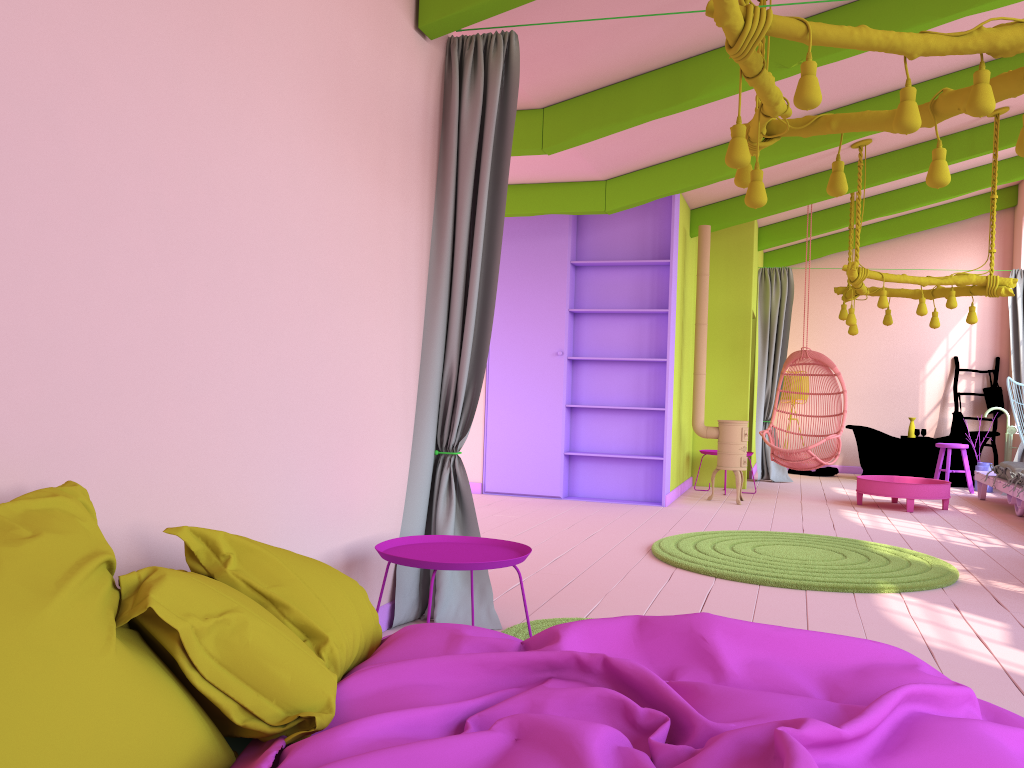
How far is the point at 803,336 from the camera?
9.7 meters

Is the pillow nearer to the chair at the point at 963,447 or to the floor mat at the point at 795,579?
the floor mat at the point at 795,579

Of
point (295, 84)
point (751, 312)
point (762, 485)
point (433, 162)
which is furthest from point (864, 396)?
point (295, 84)

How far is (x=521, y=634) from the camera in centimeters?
376cm

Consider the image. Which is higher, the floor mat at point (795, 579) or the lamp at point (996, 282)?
the lamp at point (996, 282)

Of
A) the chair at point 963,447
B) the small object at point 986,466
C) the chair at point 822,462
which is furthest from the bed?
the small object at point 986,466

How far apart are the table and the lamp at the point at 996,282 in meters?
1.5

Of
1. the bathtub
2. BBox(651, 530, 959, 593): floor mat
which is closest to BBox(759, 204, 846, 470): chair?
the bathtub

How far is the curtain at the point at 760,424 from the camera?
11.4 meters

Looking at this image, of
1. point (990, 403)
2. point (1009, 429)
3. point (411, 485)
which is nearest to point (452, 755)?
point (411, 485)
